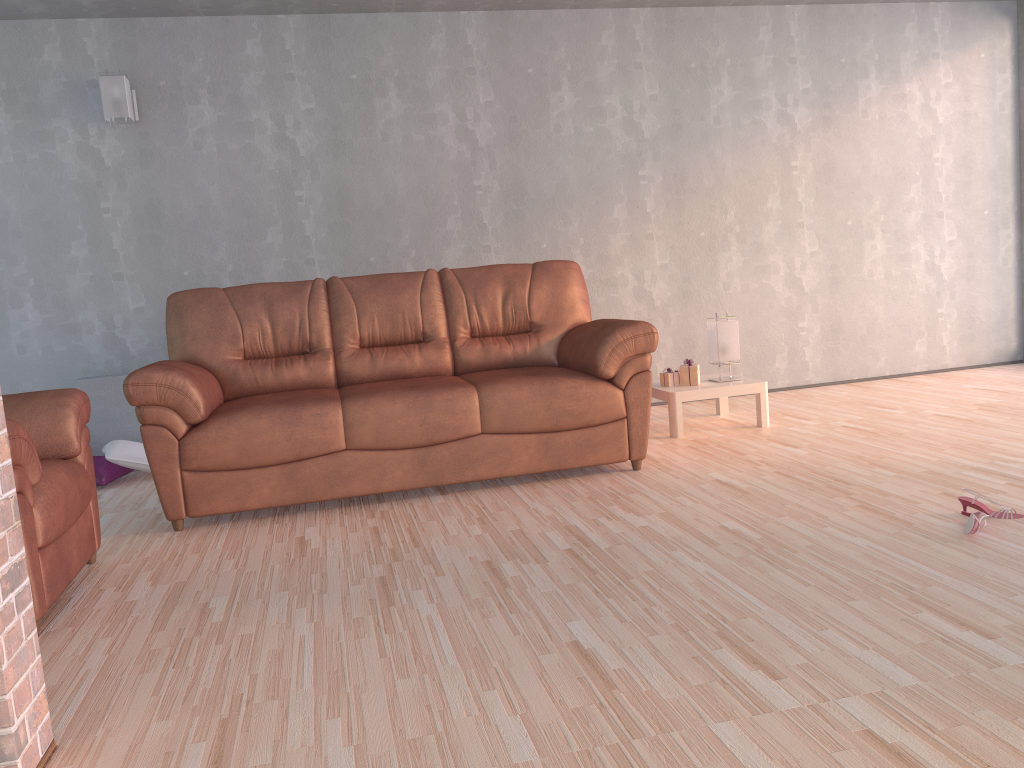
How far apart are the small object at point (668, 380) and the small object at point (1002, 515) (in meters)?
2.02

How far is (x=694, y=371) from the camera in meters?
4.7 m

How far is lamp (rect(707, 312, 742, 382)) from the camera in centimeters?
474cm

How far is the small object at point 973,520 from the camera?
2.62m

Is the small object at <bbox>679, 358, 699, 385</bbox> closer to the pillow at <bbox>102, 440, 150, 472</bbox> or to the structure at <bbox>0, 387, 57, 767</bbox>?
the pillow at <bbox>102, 440, 150, 472</bbox>

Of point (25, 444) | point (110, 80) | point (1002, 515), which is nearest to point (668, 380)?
point (1002, 515)

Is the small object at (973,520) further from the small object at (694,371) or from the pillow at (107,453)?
the pillow at (107,453)

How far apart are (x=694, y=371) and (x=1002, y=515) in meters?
2.0 m

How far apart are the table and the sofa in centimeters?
56cm

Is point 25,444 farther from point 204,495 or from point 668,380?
point 668,380
